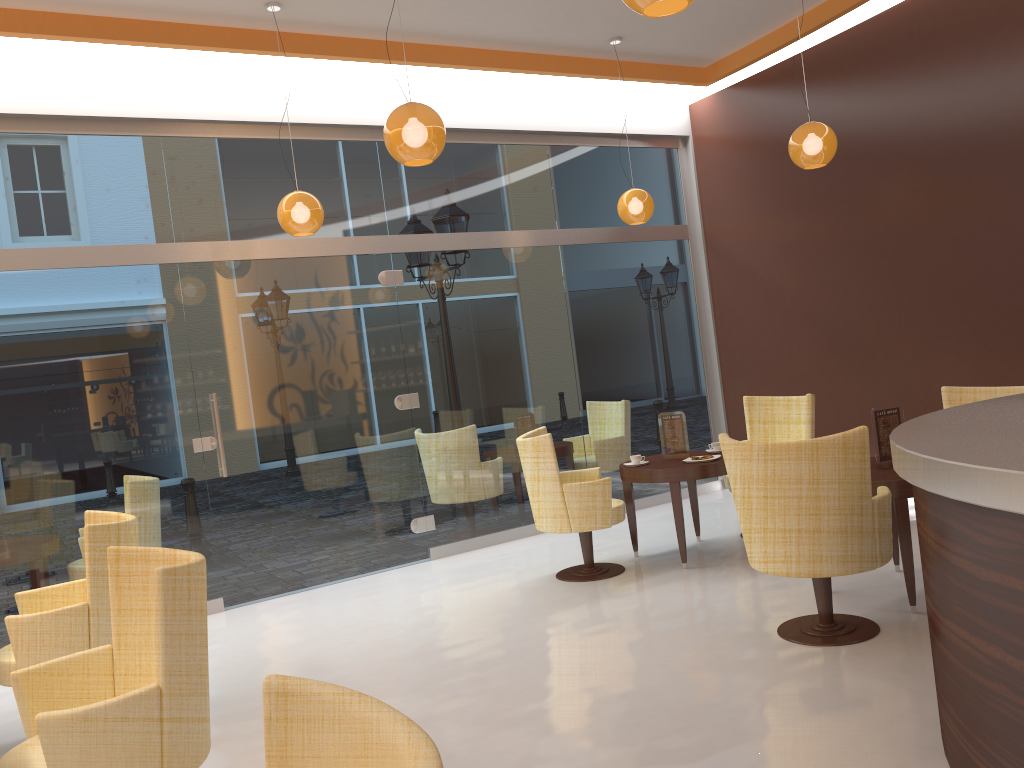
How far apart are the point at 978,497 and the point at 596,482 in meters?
3.7

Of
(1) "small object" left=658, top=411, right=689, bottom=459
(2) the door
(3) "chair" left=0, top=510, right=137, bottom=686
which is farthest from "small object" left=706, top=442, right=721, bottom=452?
(3) "chair" left=0, top=510, right=137, bottom=686

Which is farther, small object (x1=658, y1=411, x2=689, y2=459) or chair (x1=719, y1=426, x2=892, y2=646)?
small object (x1=658, y1=411, x2=689, y2=459)

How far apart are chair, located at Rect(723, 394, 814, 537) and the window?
1.5m

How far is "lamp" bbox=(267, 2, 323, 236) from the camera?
5.6m

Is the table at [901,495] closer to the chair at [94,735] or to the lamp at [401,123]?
the lamp at [401,123]

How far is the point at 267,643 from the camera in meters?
5.4 m

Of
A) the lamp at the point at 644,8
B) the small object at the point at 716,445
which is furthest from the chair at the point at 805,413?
the lamp at the point at 644,8

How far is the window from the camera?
5.83m

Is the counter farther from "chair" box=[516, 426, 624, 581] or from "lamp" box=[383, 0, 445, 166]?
"chair" box=[516, 426, 624, 581]
